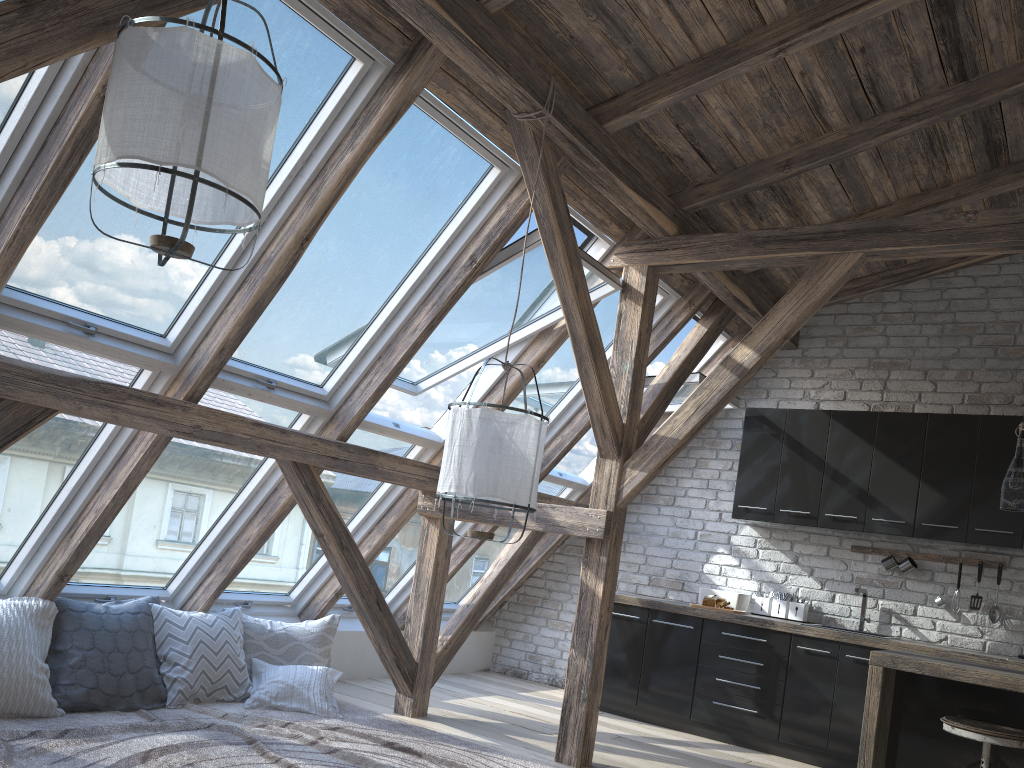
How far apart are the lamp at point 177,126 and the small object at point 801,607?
4.8m

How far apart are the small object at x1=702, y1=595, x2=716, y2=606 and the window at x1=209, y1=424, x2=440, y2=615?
2.1m

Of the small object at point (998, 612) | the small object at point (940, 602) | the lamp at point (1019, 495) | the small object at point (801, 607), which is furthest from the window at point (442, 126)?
the small object at point (998, 612)

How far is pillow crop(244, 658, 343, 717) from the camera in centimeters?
465cm

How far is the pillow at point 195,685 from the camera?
4.47m

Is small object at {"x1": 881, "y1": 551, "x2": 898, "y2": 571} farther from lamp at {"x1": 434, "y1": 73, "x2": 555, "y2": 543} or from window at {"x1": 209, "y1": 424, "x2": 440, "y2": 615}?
lamp at {"x1": 434, "y1": 73, "x2": 555, "y2": 543}

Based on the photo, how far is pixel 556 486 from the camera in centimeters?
670cm

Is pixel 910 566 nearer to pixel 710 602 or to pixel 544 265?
pixel 710 602

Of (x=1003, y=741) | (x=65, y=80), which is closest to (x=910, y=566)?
(x=1003, y=741)

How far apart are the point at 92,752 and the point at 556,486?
3.9m
